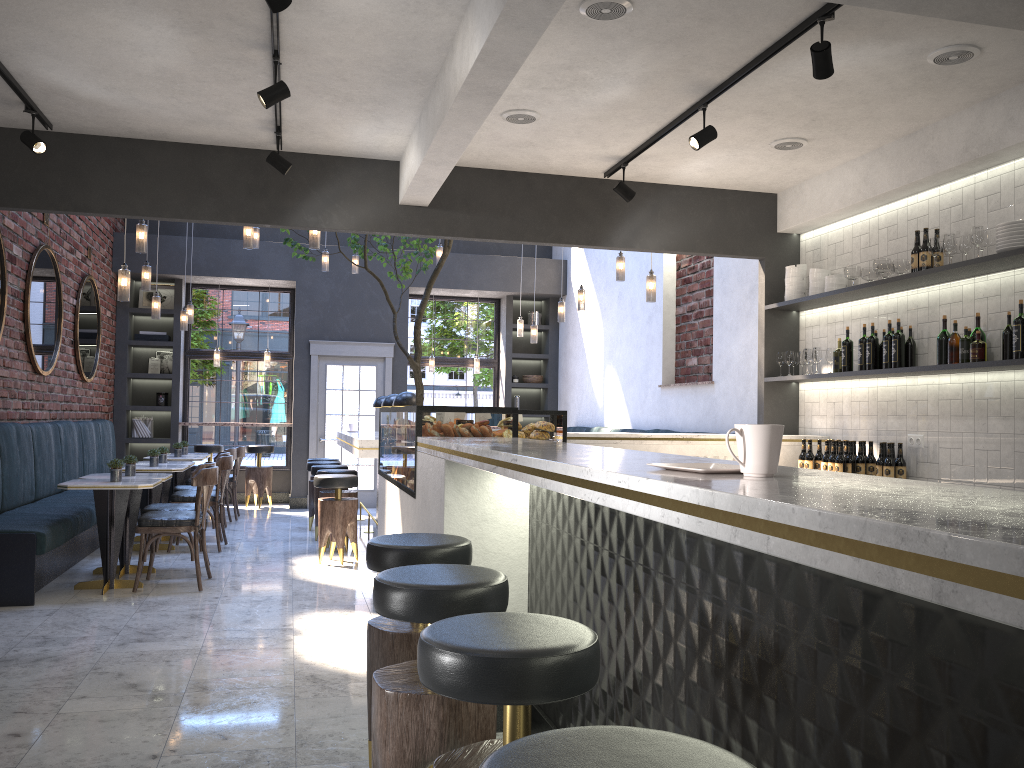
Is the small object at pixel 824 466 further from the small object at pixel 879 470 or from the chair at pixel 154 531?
the chair at pixel 154 531

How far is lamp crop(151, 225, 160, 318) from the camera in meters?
8.6

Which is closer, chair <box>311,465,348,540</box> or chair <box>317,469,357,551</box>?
chair <box>317,469,357,551</box>

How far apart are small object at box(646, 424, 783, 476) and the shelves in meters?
3.3

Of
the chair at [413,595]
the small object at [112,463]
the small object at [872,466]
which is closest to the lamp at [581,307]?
the small object at [872,466]

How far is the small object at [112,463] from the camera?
6.21m

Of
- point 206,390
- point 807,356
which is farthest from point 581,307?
point 206,390

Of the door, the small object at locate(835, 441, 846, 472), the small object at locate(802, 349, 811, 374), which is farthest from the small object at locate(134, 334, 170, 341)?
the small object at locate(835, 441, 846, 472)

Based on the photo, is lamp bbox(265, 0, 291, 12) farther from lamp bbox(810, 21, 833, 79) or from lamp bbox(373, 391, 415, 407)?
lamp bbox(373, 391, 415, 407)

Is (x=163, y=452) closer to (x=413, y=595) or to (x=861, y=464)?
(x=861, y=464)
